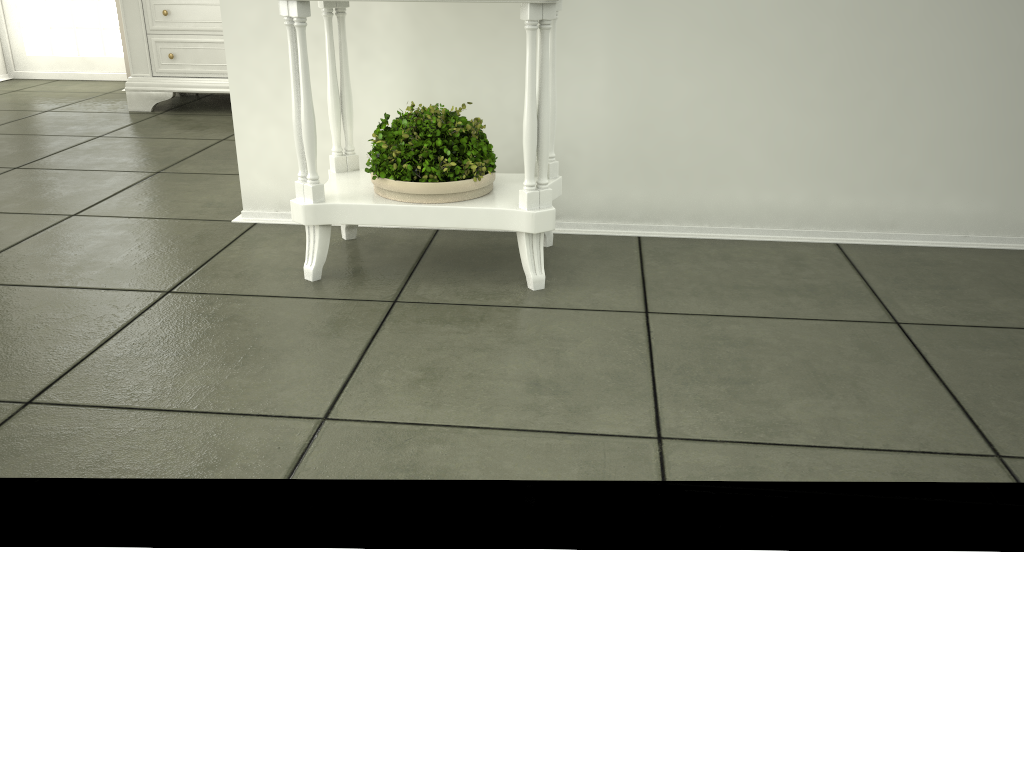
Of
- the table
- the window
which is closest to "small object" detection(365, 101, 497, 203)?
the table

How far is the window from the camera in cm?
544

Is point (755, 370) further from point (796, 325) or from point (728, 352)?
point (796, 325)

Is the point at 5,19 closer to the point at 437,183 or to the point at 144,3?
the point at 144,3

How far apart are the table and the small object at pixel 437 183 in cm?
1

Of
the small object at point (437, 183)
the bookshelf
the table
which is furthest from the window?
the small object at point (437, 183)

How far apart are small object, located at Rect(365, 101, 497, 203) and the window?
3.99m

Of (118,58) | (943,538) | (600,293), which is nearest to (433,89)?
(600,293)

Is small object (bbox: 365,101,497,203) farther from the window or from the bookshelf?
the window

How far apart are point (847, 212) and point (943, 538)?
1.35m
